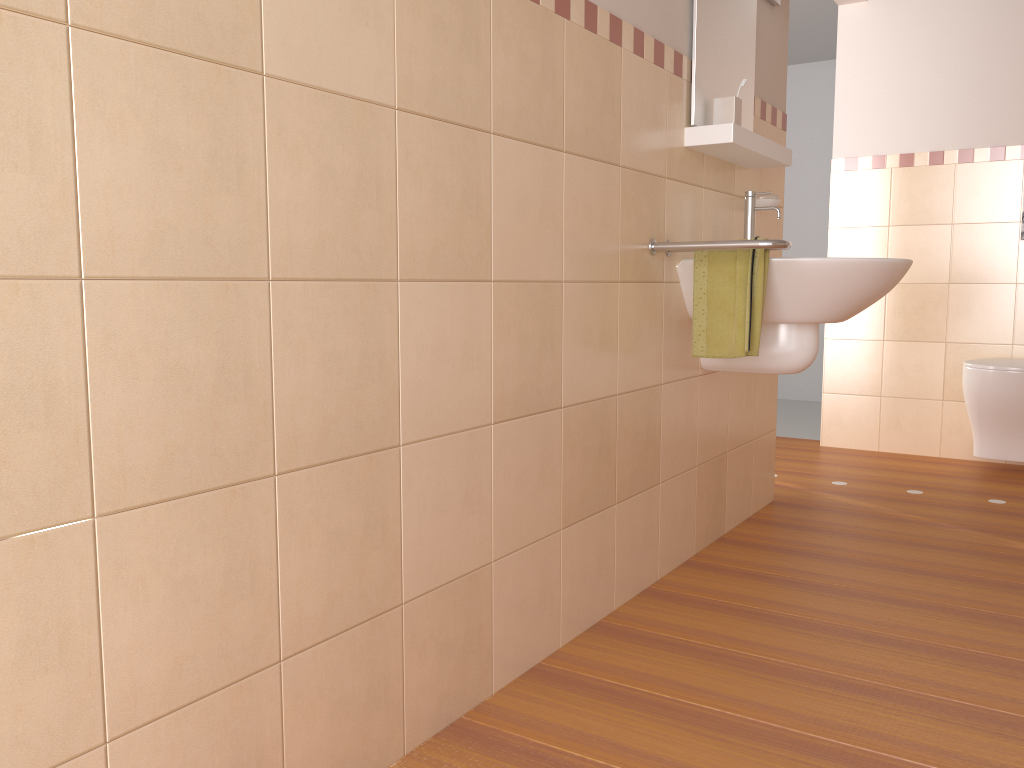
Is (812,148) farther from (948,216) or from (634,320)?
(634,320)

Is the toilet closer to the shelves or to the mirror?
the shelves

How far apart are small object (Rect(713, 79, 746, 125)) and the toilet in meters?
1.8 m

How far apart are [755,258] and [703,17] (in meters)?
0.71

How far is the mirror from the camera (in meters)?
2.38

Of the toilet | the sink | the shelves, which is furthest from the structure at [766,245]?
the toilet

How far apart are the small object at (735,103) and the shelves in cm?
5

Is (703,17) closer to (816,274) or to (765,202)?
(765,202)

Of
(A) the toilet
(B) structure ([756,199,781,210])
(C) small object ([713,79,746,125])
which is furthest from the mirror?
(A) the toilet

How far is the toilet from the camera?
3.5m
